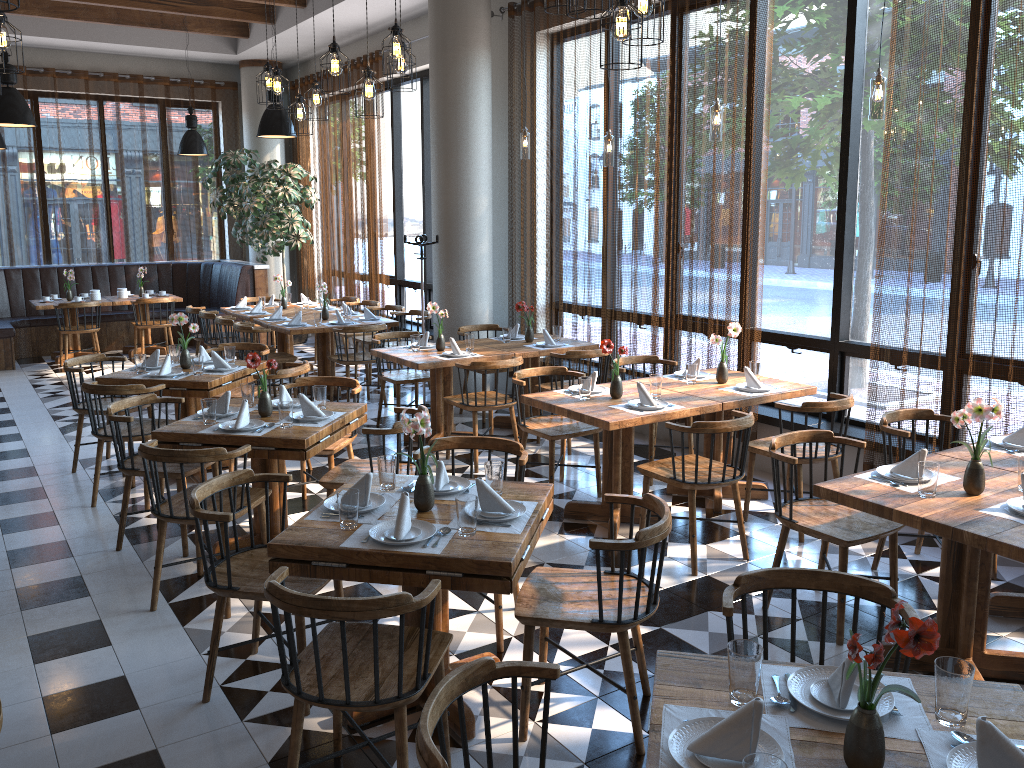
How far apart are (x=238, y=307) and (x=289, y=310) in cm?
65

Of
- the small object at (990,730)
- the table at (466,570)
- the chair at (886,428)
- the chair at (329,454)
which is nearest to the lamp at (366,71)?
the chair at (329,454)

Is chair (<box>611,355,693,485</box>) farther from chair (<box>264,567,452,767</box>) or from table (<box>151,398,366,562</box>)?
chair (<box>264,567,452,767</box>)

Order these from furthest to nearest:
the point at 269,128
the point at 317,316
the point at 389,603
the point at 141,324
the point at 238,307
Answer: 1. the point at 141,324
2. the point at 238,307
3. the point at 317,316
4. the point at 269,128
5. the point at 389,603

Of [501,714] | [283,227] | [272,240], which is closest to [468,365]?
[501,714]

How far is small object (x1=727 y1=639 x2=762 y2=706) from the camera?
2.0m

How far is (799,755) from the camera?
1.9 meters

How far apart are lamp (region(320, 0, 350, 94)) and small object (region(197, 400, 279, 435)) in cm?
211

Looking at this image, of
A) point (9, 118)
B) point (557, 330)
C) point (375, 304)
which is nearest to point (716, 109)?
point (557, 330)

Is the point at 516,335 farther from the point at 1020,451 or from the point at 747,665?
Result: the point at 747,665
